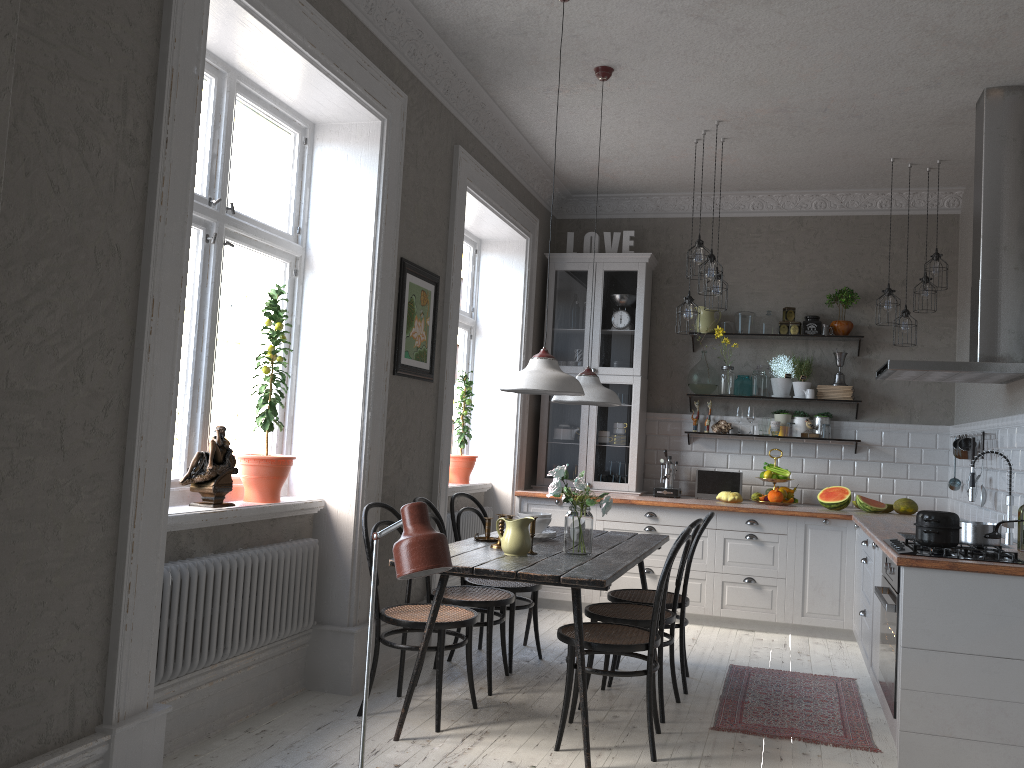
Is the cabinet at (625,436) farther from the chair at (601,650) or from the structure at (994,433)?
the chair at (601,650)

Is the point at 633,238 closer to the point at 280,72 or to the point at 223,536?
the point at 280,72

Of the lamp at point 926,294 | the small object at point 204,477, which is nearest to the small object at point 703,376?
the lamp at point 926,294

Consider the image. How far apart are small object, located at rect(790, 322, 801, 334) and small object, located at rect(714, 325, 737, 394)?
0.6m

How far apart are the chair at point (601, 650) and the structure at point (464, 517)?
2.0m

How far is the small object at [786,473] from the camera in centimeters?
654cm

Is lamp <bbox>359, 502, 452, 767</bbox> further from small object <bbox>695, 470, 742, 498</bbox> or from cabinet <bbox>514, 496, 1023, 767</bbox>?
small object <bbox>695, 470, 742, 498</bbox>

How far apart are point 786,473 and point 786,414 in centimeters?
50cm

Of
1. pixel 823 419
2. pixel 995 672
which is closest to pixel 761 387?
pixel 823 419

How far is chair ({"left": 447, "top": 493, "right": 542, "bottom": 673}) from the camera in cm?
477
